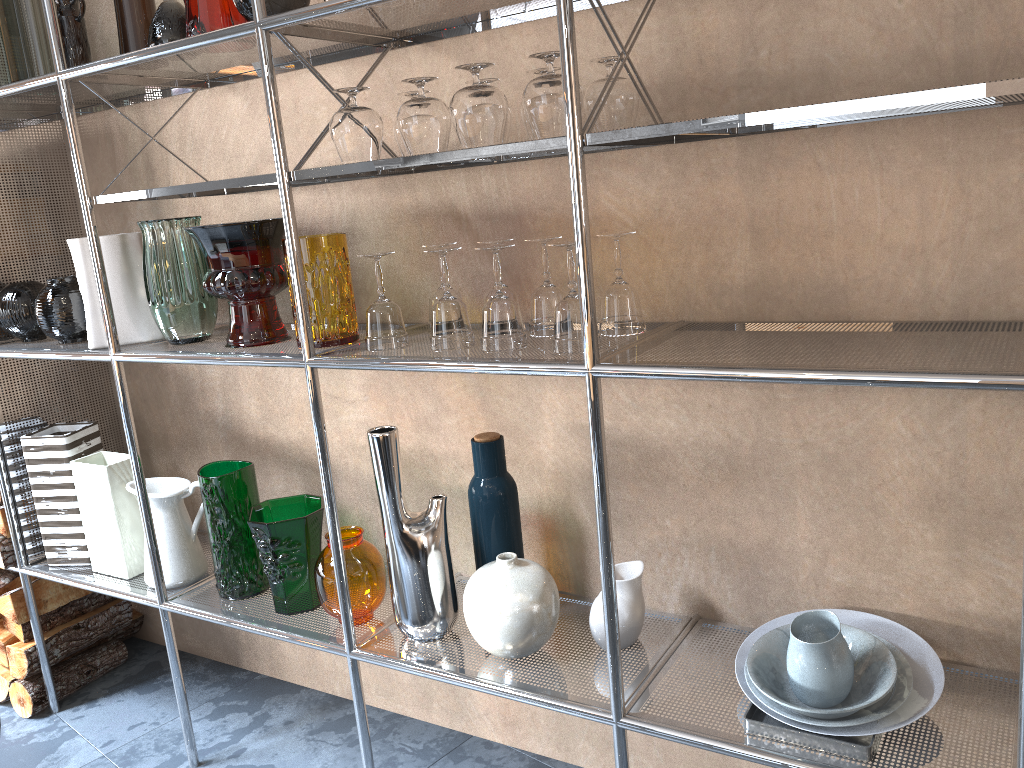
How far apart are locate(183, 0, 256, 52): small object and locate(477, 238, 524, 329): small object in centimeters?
68cm

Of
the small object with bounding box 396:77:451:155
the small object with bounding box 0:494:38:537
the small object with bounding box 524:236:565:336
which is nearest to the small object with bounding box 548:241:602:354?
the small object with bounding box 524:236:565:336

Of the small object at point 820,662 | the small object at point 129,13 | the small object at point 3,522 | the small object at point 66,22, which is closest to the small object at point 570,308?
the small object at point 820,662

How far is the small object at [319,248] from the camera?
1.6m

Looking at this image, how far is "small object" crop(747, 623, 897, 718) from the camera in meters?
1.3 m

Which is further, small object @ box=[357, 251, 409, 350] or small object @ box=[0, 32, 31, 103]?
small object @ box=[0, 32, 31, 103]

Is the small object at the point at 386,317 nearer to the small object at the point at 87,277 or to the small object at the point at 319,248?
the small object at the point at 319,248

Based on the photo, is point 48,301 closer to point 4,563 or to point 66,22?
point 66,22

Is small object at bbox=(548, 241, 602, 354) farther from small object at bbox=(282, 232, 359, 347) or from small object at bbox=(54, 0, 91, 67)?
small object at bbox=(54, 0, 91, 67)

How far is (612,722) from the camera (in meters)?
1.41
